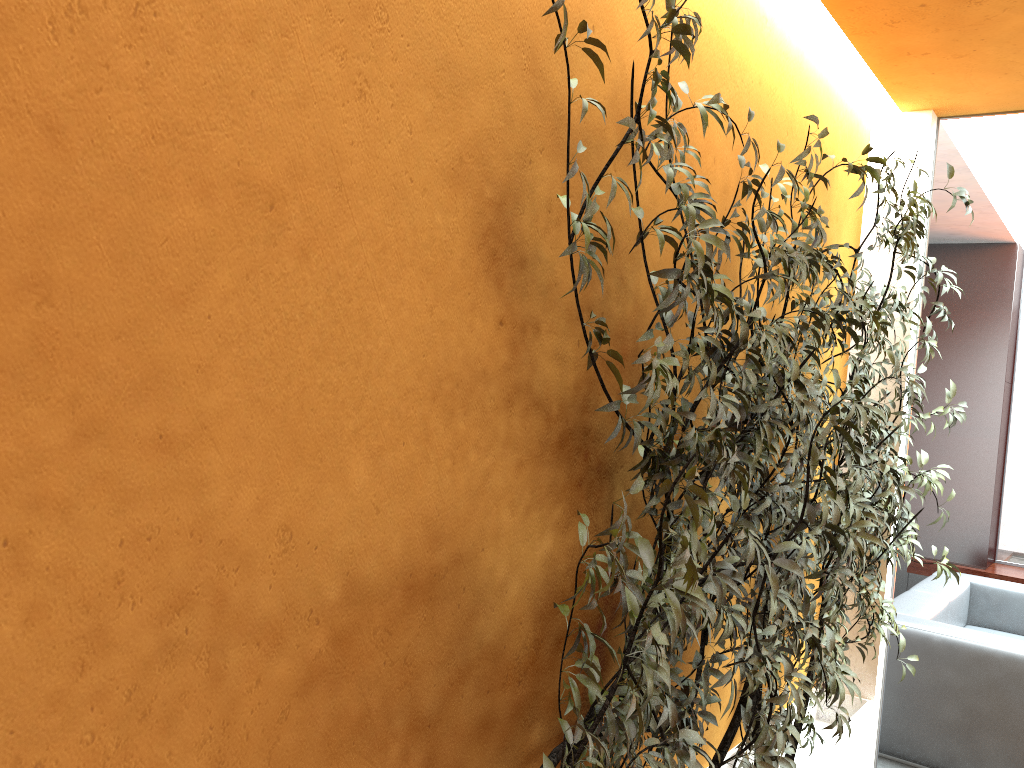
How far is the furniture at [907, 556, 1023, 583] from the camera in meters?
6.3 m

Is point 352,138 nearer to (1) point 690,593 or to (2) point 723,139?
(1) point 690,593

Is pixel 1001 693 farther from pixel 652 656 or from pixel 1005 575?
pixel 652 656

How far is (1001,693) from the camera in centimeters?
399cm

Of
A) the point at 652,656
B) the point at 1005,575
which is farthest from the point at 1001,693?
the point at 652,656

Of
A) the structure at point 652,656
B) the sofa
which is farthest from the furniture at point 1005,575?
the structure at point 652,656

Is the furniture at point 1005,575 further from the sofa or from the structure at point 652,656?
the structure at point 652,656

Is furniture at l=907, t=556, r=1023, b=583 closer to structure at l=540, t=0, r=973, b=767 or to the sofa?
the sofa

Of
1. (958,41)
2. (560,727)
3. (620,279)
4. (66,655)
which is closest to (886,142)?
(958,41)

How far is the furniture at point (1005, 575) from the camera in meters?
6.3 m
